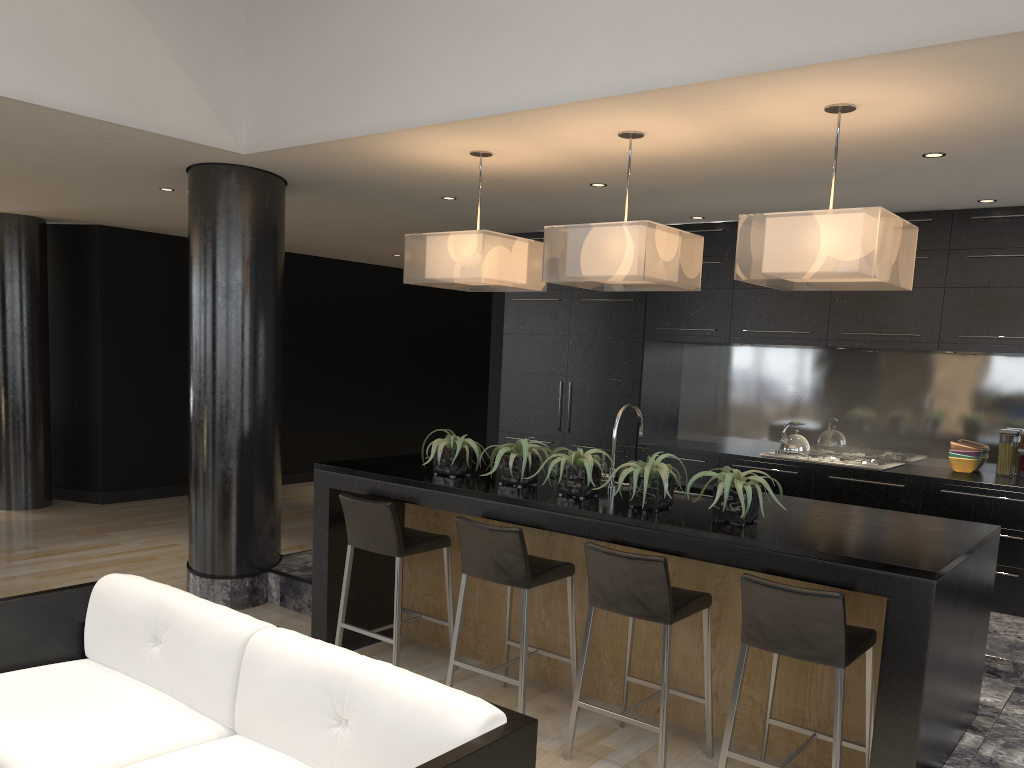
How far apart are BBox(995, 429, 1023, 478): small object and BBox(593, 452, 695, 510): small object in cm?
331

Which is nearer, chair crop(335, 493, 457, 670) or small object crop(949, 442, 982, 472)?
chair crop(335, 493, 457, 670)

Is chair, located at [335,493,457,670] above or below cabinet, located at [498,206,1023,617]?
below

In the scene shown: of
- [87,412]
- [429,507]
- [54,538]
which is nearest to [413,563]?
[429,507]

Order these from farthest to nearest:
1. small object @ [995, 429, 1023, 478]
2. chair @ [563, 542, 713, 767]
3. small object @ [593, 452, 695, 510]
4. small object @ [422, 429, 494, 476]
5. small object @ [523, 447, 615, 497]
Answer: small object @ [995, 429, 1023, 478] < small object @ [422, 429, 494, 476] < small object @ [523, 447, 615, 497] < small object @ [593, 452, 695, 510] < chair @ [563, 542, 713, 767]

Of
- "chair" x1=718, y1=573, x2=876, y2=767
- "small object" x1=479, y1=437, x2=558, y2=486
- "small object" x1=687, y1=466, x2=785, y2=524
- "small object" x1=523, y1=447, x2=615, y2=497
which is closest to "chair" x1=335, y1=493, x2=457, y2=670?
"small object" x1=479, y1=437, x2=558, y2=486

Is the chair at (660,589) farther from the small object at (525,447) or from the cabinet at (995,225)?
the cabinet at (995,225)

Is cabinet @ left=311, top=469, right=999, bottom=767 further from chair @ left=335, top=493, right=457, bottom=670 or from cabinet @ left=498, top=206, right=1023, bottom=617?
cabinet @ left=498, top=206, right=1023, bottom=617

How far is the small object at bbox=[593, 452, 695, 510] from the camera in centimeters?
370cm

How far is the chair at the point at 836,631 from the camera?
3.0m
